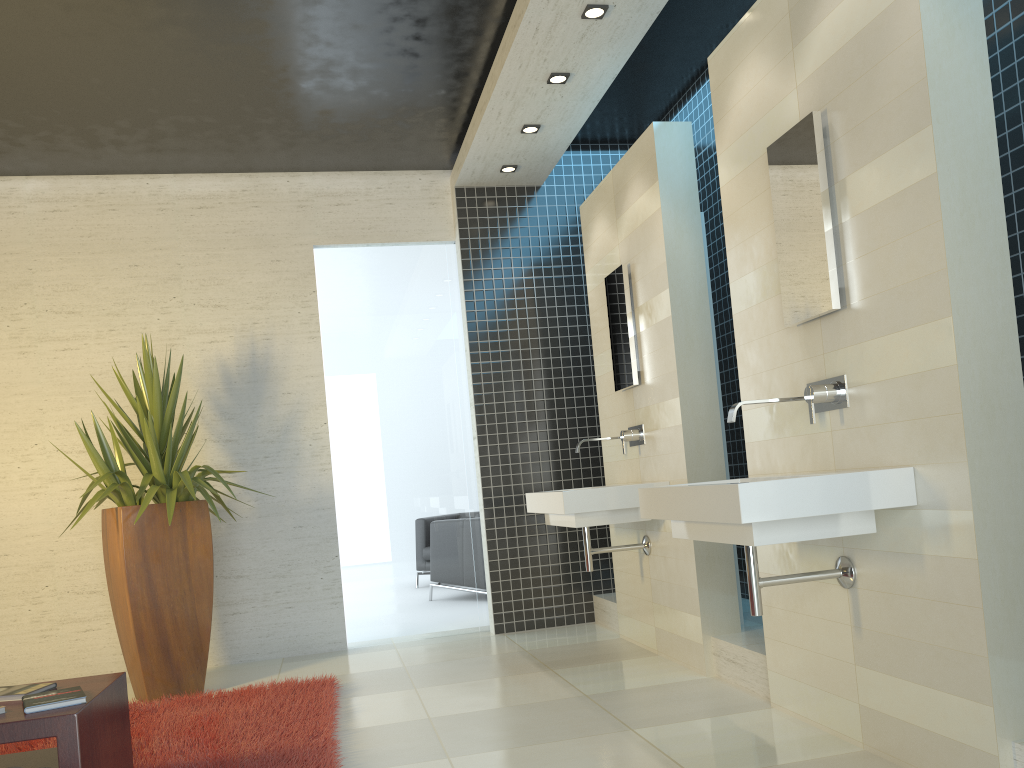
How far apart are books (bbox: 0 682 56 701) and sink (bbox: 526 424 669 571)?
2.3 meters

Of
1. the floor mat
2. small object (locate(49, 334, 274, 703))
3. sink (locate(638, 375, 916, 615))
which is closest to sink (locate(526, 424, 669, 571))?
sink (locate(638, 375, 916, 615))

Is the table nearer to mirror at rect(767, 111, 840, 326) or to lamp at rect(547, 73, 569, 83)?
mirror at rect(767, 111, 840, 326)

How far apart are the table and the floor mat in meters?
0.1

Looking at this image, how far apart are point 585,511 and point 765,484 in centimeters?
195cm

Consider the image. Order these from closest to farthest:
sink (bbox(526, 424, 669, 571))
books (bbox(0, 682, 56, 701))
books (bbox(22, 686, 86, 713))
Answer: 1. books (bbox(22, 686, 86, 713))
2. books (bbox(0, 682, 56, 701))
3. sink (bbox(526, 424, 669, 571))

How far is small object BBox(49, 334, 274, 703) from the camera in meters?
4.7

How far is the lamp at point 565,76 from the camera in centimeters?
477cm

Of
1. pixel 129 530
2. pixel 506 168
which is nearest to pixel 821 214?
pixel 506 168

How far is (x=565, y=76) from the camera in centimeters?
477cm
